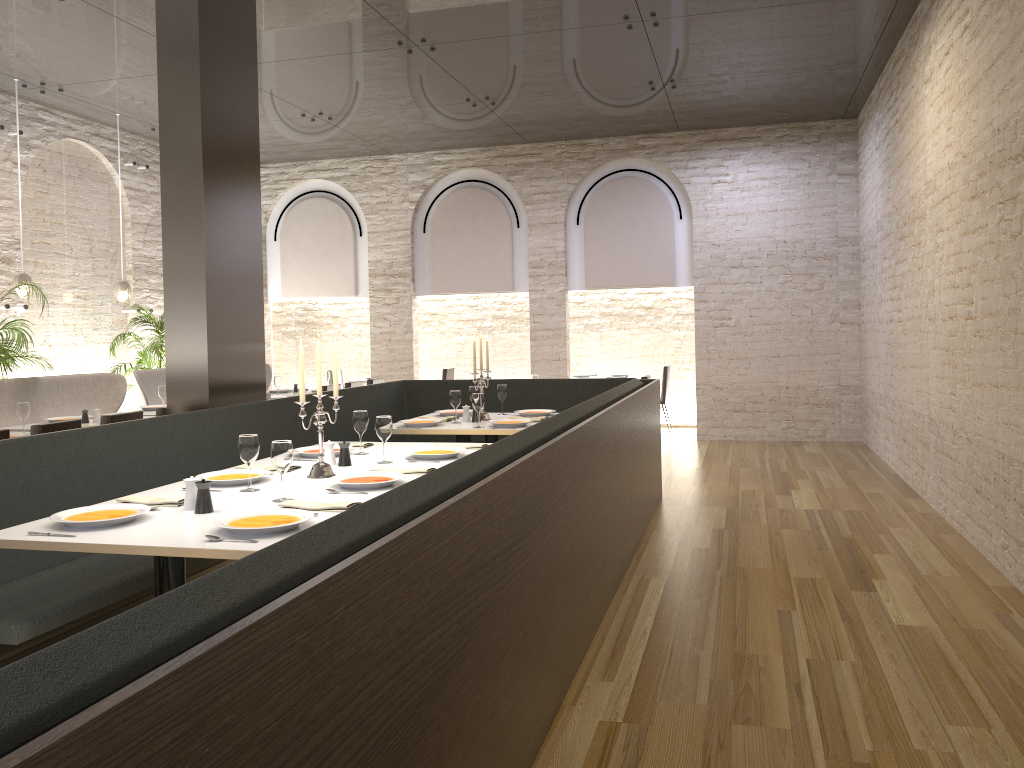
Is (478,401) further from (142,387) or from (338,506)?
(142,387)

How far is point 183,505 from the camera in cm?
337

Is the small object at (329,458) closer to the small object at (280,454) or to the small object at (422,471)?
the small object at (422,471)

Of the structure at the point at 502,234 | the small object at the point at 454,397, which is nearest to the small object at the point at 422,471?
the small object at the point at 454,397

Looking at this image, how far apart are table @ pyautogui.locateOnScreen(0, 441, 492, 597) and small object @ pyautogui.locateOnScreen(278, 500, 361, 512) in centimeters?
6cm

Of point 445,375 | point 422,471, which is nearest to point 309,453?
point 422,471

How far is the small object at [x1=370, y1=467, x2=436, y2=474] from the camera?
4.0 meters

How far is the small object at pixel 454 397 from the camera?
6.2 meters

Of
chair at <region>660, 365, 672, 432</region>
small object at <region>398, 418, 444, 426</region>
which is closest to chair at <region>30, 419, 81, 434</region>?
small object at <region>398, 418, 444, 426</region>

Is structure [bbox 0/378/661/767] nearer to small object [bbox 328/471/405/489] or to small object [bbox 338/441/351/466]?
small object [bbox 328/471/405/489]
